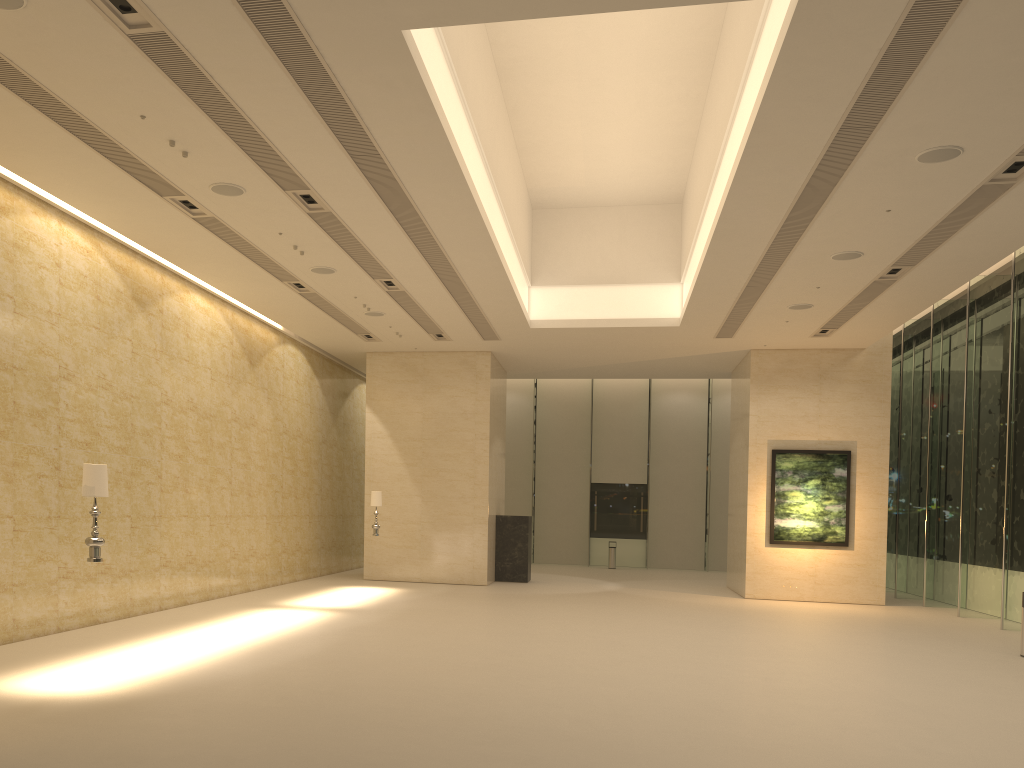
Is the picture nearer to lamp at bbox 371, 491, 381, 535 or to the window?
the window

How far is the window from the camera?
16.90m

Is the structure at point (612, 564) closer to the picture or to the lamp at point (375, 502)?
the picture

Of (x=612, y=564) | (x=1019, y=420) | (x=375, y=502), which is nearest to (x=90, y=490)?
(x=375, y=502)

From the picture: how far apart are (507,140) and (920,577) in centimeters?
1586cm

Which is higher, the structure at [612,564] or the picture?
the picture

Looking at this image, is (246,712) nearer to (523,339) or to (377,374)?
(523,339)

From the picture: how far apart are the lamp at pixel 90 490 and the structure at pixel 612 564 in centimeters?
2342cm

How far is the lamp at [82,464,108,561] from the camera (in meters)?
8.69

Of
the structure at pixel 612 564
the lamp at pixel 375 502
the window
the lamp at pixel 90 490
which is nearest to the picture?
the window
